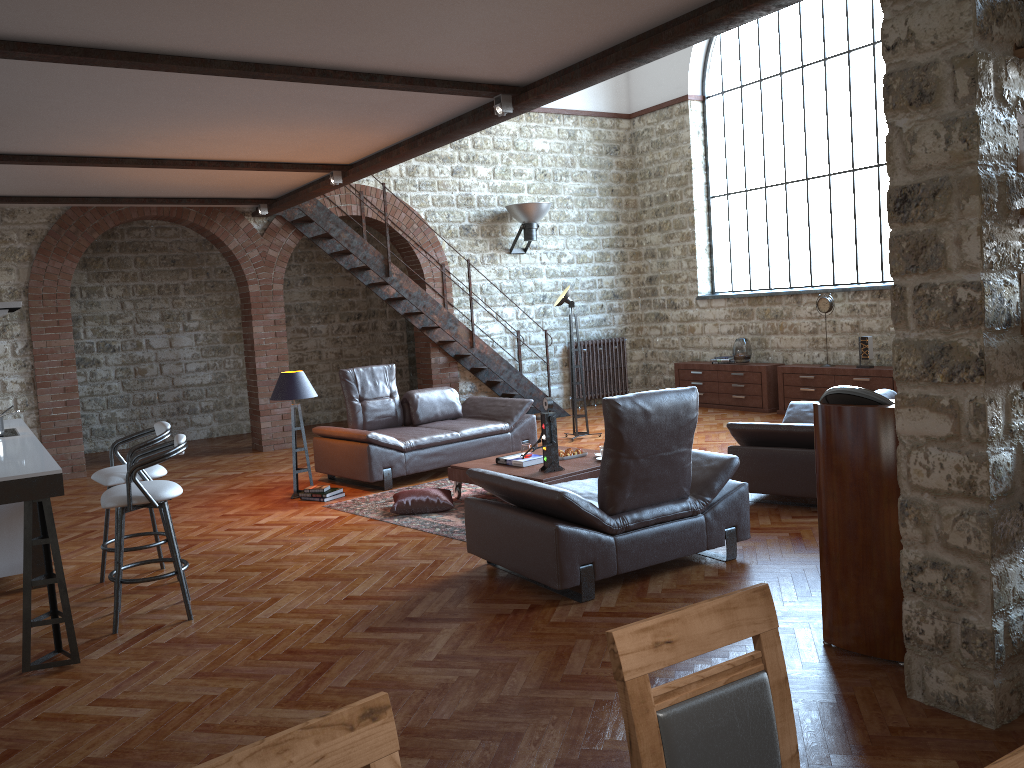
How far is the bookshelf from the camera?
2.99m

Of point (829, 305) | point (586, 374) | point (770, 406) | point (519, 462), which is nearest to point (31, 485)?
point (519, 462)

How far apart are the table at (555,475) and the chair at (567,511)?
0.9m

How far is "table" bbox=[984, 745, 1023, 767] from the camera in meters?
1.4 m

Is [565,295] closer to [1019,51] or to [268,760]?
[1019,51]

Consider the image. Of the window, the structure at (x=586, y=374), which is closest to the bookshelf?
the window

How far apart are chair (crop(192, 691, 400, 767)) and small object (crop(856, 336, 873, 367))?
9.7 meters

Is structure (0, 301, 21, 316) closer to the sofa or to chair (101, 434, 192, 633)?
chair (101, 434, 192, 633)

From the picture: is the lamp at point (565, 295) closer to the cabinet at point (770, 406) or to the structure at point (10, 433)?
the cabinet at point (770, 406)

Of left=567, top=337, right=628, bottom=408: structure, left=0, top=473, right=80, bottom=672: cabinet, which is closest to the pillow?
left=0, top=473, right=80, bottom=672: cabinet
